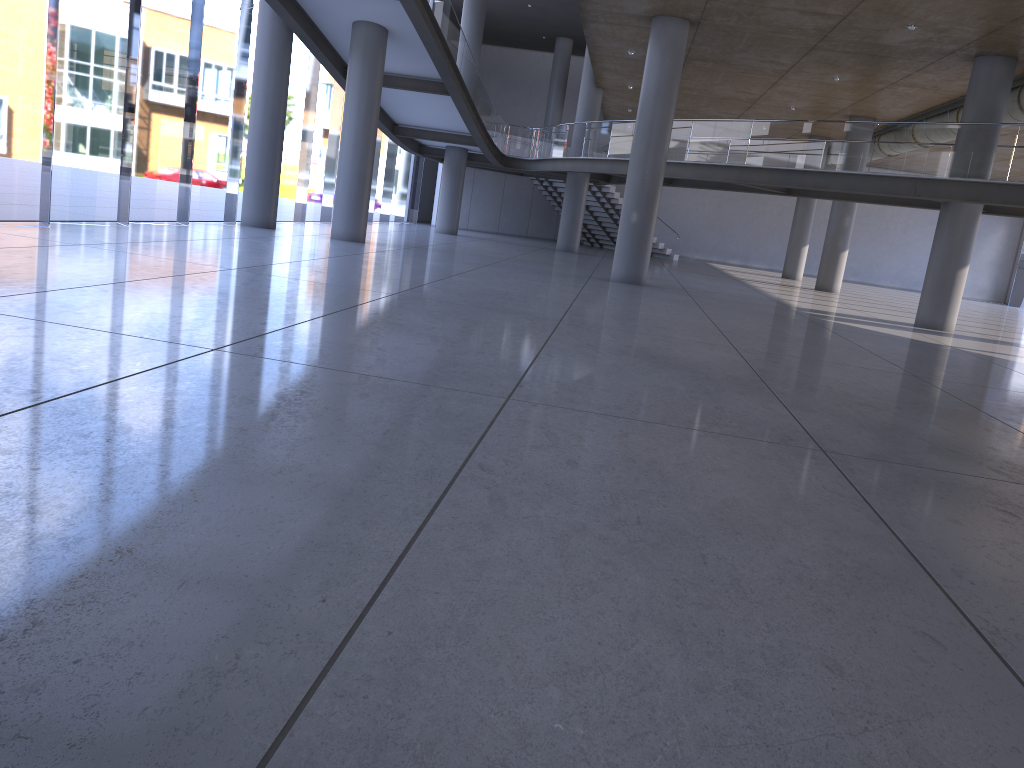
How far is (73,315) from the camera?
6.88m

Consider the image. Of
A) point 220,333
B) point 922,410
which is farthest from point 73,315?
point 922,410

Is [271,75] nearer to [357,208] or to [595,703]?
[357,208]
